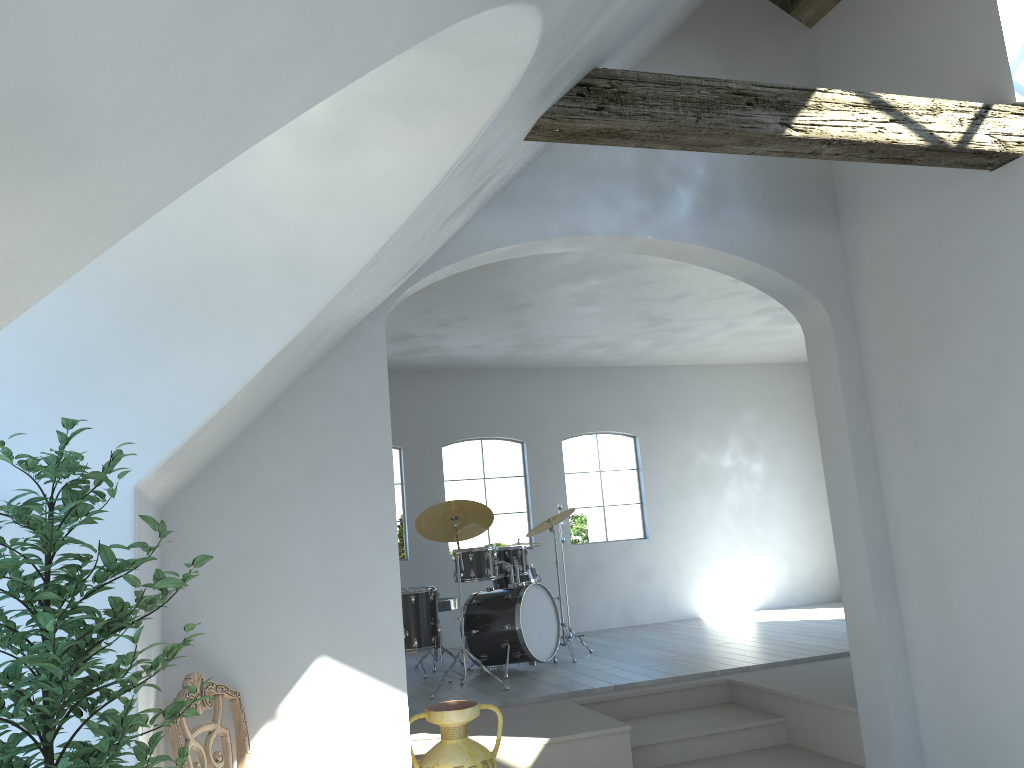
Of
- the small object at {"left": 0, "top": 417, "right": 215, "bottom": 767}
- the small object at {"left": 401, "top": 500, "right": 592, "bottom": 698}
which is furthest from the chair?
the small object at {"left": 401, "top": 500, "right": 592, "bottom": 698}

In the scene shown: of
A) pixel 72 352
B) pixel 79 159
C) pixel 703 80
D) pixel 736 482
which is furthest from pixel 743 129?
pixel 736 482

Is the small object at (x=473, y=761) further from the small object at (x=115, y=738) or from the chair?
the small object at (x=115, y=738)

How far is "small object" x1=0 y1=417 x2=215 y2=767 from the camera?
1.84m

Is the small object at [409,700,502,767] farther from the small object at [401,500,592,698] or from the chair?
the small object at [401,500,592,698]

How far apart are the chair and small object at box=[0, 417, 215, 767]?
0.9m

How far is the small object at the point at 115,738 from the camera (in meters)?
1.84

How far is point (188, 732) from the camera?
3.3m

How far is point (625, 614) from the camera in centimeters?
984cm

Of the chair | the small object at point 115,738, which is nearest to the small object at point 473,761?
the chair
